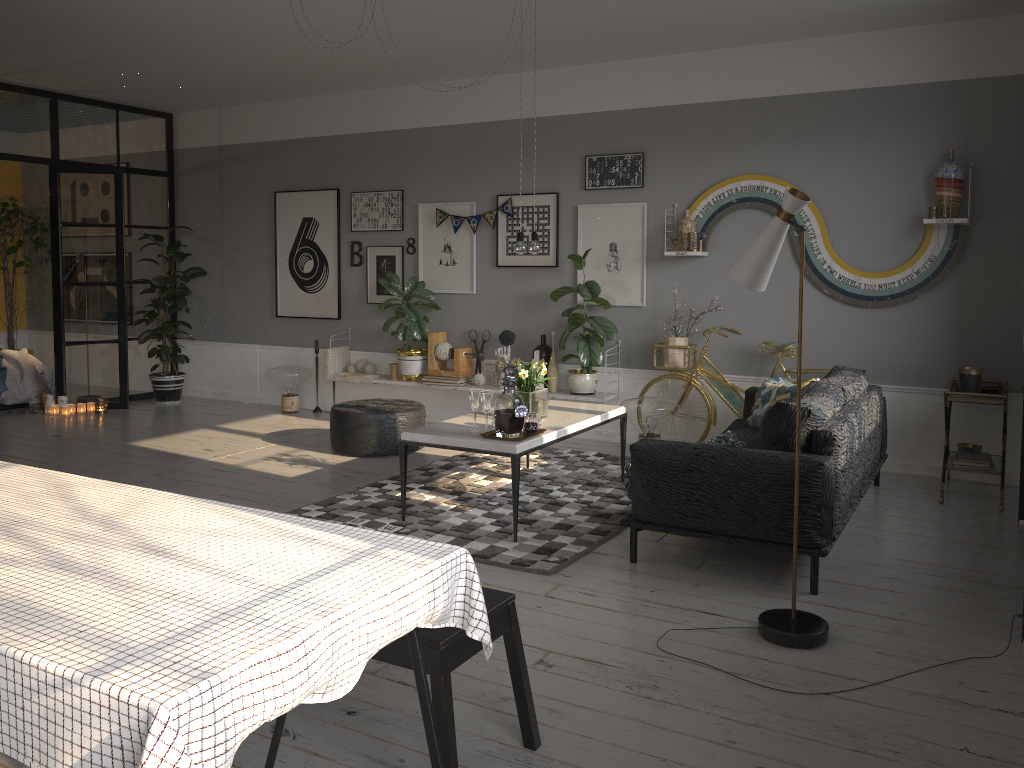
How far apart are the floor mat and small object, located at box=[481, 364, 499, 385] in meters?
1.0 m

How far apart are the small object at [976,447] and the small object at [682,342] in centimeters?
191cm

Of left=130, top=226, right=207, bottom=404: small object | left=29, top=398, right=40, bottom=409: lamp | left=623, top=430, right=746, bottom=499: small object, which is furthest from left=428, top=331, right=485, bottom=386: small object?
left=29, top=398, right=40, bottom=409: lamp

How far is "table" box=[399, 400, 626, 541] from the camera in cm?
451

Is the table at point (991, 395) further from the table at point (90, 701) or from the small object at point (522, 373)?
Answer: the table at point (90, 701)

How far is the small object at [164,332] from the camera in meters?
8.5

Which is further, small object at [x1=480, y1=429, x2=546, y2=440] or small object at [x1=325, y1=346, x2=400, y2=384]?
small object at [x1=325, y1=346, x2=400, y2=384]

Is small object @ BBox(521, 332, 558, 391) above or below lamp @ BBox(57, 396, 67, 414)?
above

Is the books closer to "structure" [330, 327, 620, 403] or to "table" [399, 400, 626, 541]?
"table" [399, 400, 626, 541]

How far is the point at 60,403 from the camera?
8.26m
